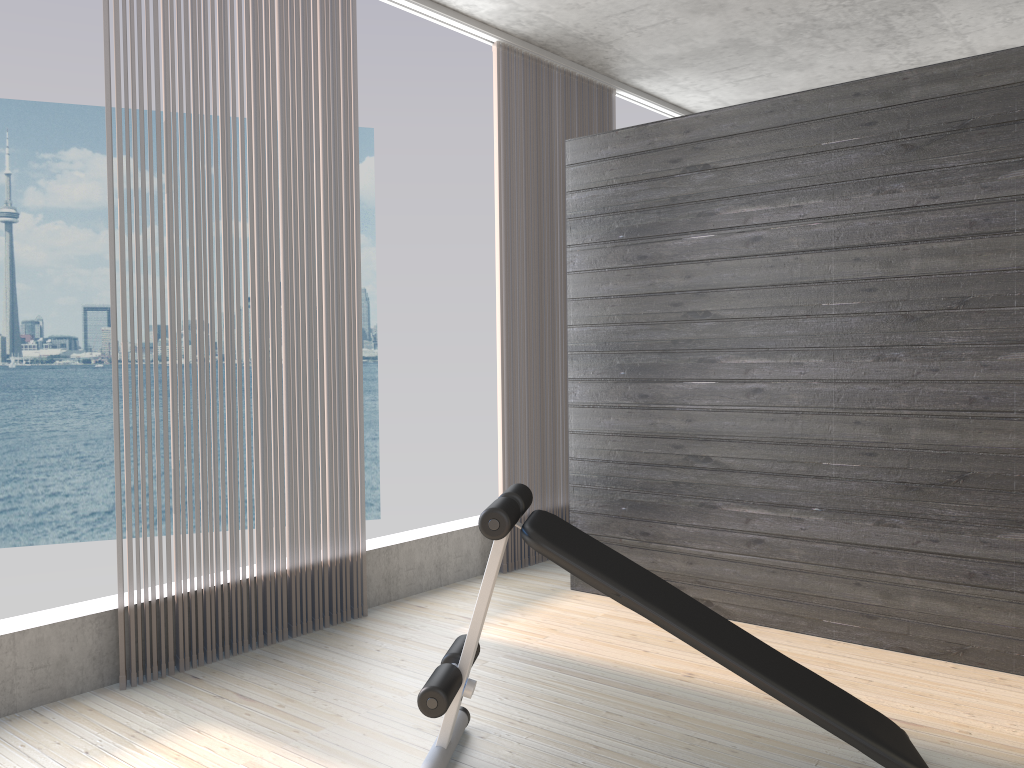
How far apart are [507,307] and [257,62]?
1.73m

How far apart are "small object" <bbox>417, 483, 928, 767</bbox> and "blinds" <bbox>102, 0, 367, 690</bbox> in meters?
1.1 m

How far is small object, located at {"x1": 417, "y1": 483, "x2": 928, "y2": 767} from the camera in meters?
2.1

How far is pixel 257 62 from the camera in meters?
3.4 m

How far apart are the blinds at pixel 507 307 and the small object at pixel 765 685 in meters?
1.9

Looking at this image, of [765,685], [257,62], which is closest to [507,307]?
[257,62]

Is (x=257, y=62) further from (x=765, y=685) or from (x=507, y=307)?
(x=765, y=685)

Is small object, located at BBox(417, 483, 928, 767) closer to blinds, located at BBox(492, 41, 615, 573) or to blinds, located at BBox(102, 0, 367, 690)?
blinds, located at BBox(102, 0, 367, 690)

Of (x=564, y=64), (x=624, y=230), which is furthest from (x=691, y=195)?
(x=564, y=64)

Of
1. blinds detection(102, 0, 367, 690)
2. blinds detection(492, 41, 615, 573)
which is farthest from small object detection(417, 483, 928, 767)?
blinds detection(492, 41, 615, 573)
